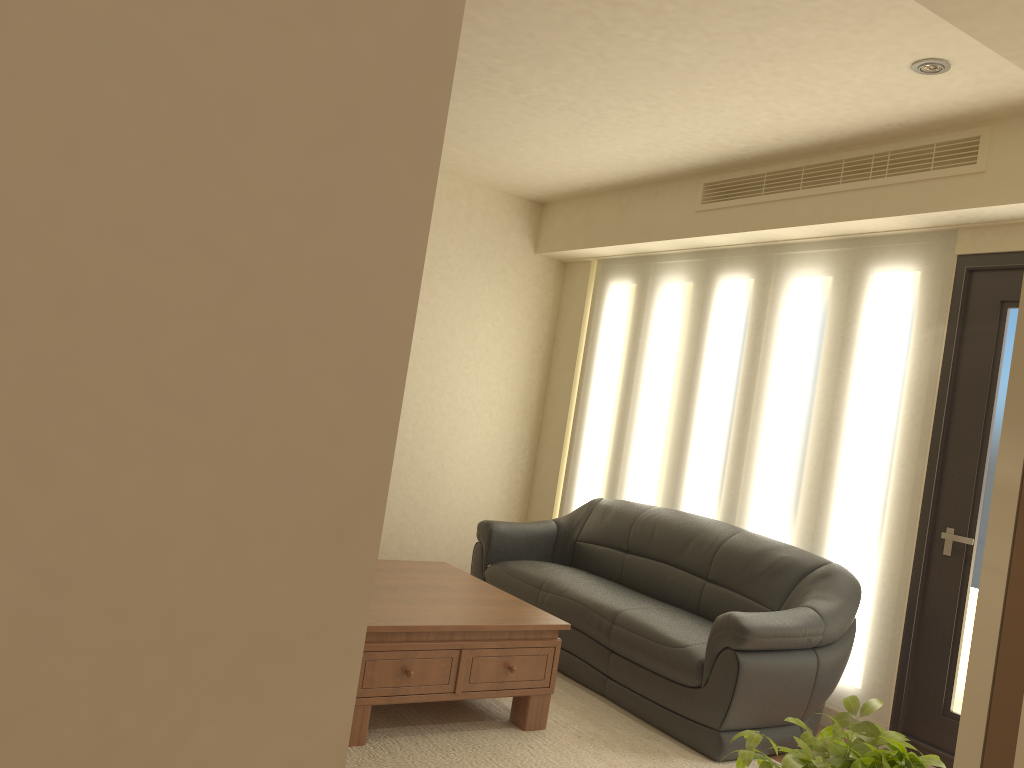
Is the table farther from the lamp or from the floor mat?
the lamp

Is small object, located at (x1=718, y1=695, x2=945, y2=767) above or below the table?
above

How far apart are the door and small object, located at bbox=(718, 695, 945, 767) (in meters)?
2.72

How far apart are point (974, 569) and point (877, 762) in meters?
3.0

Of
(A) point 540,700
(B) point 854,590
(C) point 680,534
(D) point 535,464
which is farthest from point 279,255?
(D) point 535,464

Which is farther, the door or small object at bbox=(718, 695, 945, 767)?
the door

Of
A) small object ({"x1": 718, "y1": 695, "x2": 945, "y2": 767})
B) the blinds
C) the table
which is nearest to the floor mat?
the table

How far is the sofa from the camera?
3.9 meters

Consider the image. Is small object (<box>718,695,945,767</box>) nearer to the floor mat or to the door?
the floor mat

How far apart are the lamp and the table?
2.74m
